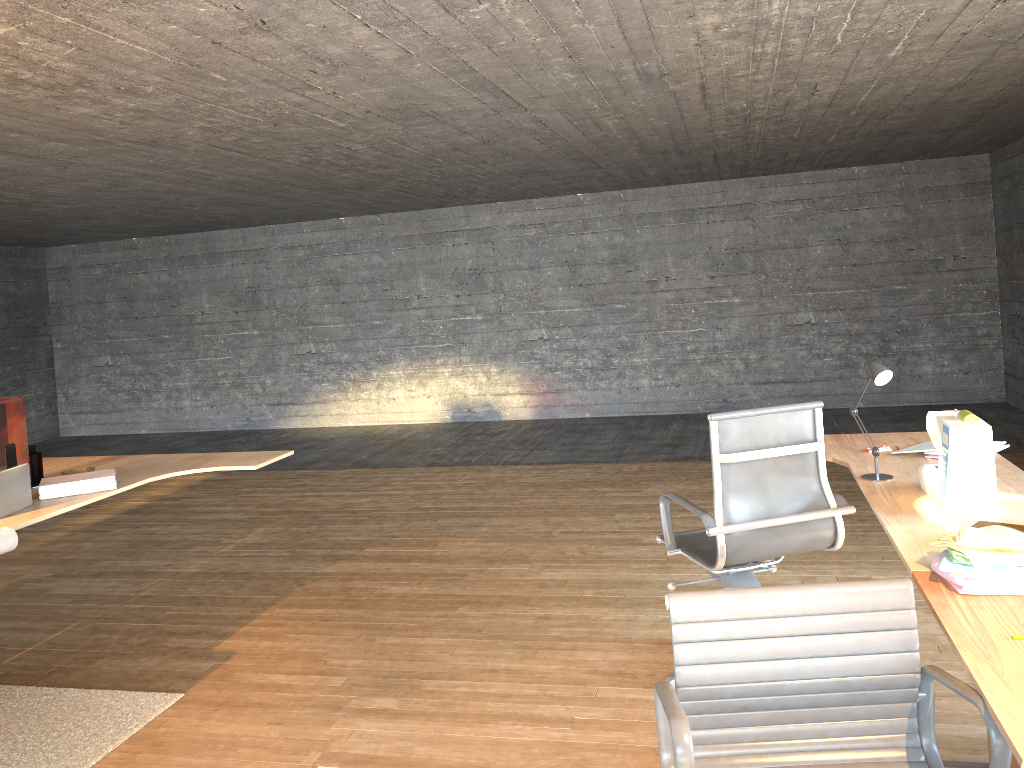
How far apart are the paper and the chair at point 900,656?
2.6 meters

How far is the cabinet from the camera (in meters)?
2.32

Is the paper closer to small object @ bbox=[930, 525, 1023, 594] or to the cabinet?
small object @ bbox=[930, 525, 1023, 594]

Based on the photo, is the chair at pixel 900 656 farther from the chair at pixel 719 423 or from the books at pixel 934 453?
the books at pixel 934 453

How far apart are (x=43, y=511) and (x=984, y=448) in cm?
345

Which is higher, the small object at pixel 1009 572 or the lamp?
the lamp

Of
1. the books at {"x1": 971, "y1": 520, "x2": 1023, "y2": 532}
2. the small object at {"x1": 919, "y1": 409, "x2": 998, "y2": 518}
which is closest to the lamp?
the small object at {"x1": 919, "y1": 409, "x2": 998, "y2": 518}

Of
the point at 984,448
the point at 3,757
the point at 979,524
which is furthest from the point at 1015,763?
the point at 3,757

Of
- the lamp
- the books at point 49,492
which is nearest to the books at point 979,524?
the lamp

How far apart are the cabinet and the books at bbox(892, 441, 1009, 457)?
1.3 meters
